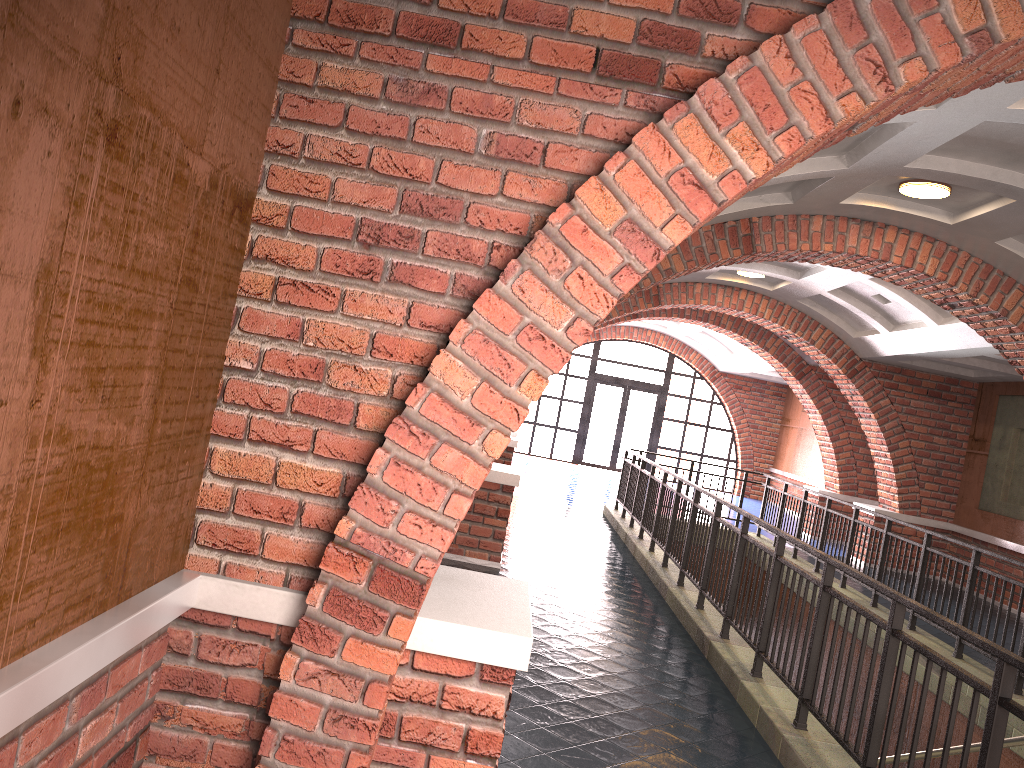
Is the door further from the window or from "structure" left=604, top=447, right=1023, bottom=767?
"structure" left=604, top=447, right=1023, bottom=767

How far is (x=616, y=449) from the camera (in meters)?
22.78

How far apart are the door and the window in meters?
0.2 m

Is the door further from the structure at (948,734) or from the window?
the structure at (948,734)

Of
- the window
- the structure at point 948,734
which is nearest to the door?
the window

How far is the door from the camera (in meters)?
22.78

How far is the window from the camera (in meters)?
22.77

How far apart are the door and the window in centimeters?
17cm

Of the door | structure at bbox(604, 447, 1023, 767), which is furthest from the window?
structure at bbox(604, 447, 1023, 767)

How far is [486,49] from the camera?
2.8m
